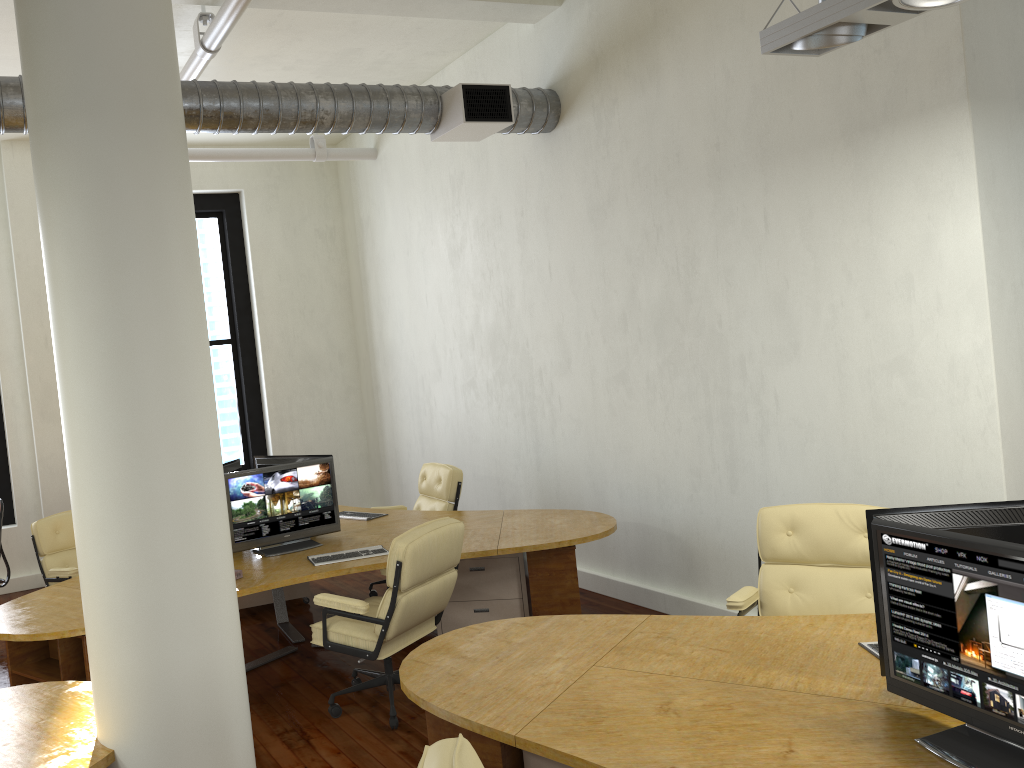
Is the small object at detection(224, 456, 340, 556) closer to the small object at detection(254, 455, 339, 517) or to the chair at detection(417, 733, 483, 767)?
the small object at detection(254, 455, 339, 517)

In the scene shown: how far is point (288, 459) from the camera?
6.4m

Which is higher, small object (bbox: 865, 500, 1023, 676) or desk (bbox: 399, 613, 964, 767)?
small object (bbox: 865, 500, 1023, 676)

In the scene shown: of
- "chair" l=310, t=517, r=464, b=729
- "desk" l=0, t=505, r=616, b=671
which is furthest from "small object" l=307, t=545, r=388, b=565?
"chair" l=310, t=517, r=464, b=729

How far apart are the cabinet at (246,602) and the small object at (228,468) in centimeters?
124cm

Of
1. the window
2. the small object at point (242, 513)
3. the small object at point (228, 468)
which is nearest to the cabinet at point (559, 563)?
the small object at point (242, 513)

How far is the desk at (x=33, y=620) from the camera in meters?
4.6

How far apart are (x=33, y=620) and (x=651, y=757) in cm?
333

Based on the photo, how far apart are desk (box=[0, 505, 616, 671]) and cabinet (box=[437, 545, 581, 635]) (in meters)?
0.07

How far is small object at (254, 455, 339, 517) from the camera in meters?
6.4 m
